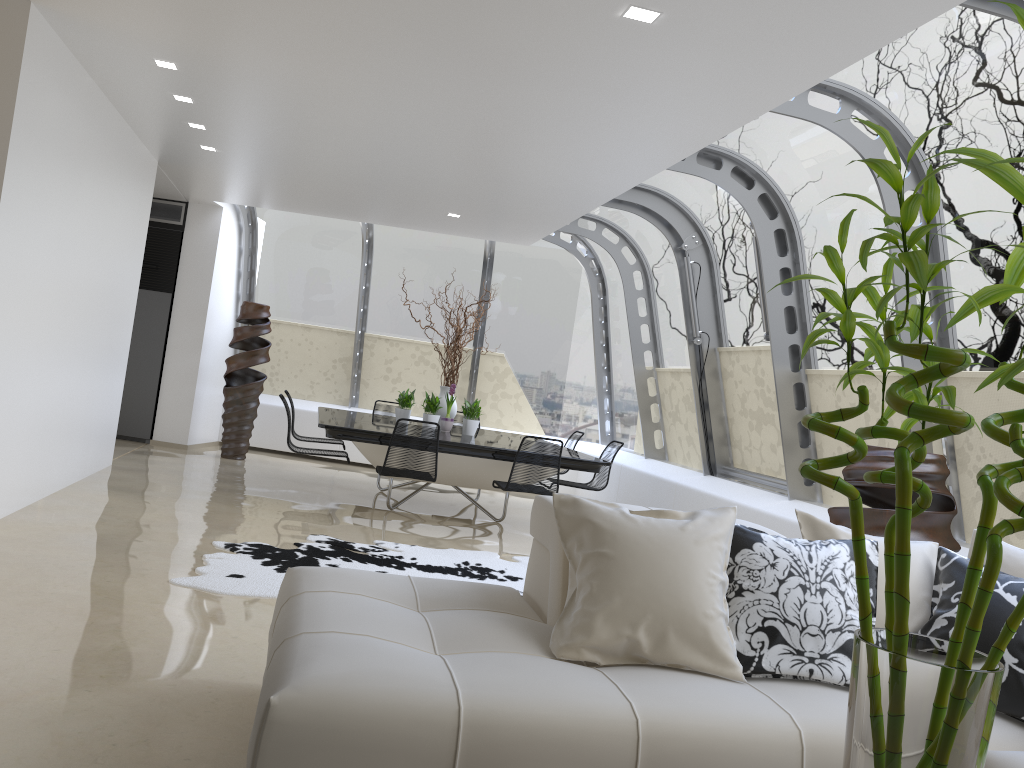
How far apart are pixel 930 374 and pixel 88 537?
5.18m

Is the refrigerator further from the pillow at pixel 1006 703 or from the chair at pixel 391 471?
the pillow at pixel 1006 703

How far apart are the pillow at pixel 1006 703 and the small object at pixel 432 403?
5.7m

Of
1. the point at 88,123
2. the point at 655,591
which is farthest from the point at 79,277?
the point at 655,591

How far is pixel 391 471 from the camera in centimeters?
687cm

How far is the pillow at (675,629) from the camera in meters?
2.6 m

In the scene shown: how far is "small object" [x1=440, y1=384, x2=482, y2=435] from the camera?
8.56m

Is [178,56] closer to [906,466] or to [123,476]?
[123,476]

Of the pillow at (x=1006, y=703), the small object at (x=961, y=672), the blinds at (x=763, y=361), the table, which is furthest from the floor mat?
the small object at (x=961, y=672)

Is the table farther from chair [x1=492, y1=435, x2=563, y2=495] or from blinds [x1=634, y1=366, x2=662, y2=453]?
blinds [x1=634, y1=366, x2=662, y2=453]
